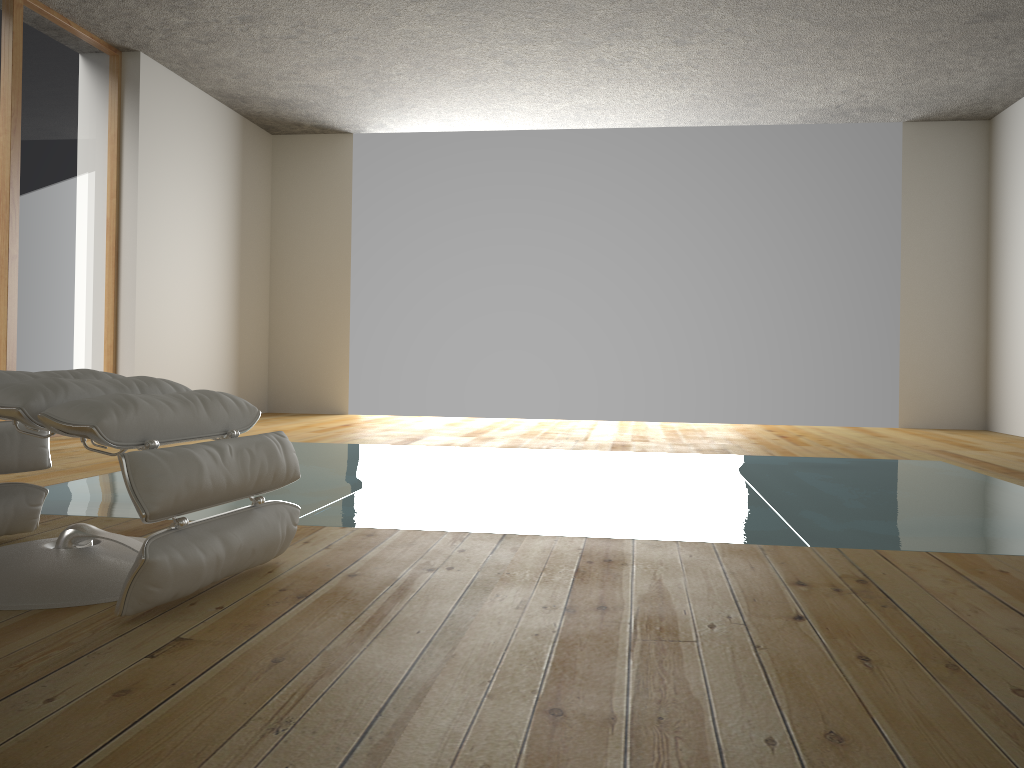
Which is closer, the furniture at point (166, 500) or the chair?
the furniture at point (166, 500)

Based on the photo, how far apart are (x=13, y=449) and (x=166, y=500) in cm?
85

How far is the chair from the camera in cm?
217

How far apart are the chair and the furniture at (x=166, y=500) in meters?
0.3

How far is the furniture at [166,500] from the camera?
1.6 meters

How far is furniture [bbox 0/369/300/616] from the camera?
1.6 meters

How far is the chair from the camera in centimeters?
217cm

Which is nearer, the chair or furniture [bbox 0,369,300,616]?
furniture [bbox 0,369,300,616]

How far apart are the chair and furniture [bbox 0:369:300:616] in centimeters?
32cm
